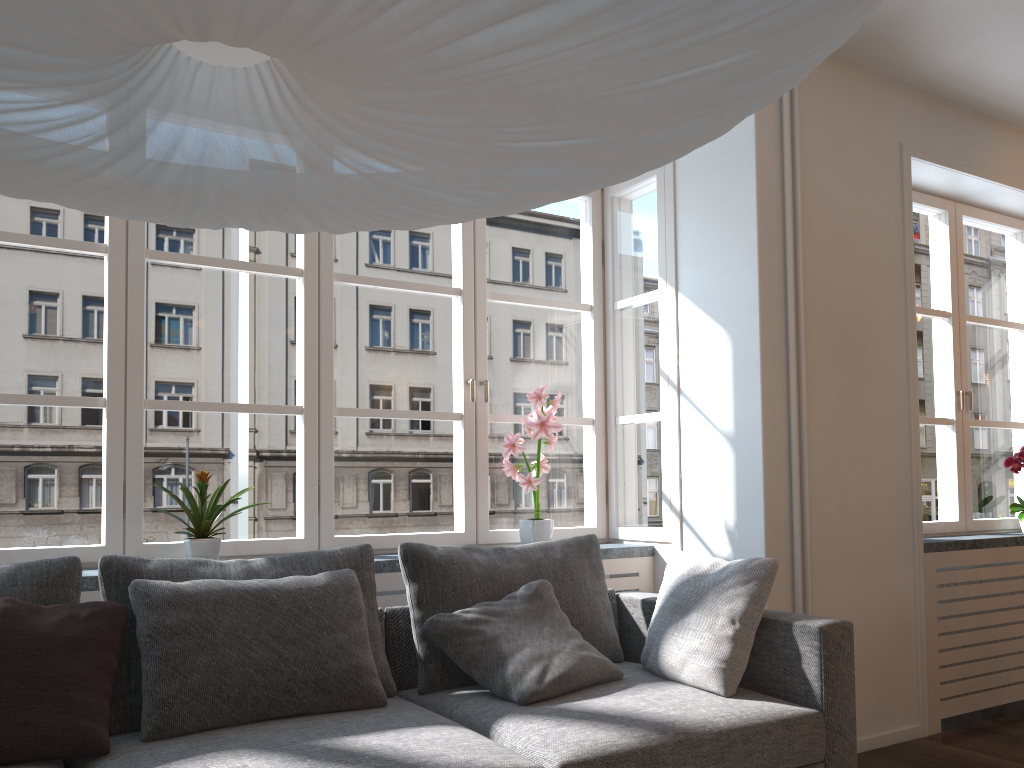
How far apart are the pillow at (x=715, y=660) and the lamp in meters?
1.7 m

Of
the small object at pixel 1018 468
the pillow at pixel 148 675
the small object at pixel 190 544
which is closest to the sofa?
the pillow at pixel 148 675

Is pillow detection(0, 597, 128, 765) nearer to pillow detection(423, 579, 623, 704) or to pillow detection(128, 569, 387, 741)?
pillow detection(128, 569, 387, 741)

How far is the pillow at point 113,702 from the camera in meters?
2.3

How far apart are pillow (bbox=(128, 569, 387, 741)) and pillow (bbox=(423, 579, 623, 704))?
0.22m

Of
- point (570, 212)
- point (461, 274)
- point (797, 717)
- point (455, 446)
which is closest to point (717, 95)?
point (797, 717)

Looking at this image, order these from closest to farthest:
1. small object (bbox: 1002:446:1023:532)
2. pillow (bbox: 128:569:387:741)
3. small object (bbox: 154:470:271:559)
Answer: pillow (bbox: 128:569:387:741)
small object (bbox: 154:470:271:559)
small object (bbox: 1002:446:1023:532)

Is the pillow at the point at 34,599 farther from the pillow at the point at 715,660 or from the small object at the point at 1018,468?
the small object at the point at 1018,468

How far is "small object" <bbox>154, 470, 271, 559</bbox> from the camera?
2.90m

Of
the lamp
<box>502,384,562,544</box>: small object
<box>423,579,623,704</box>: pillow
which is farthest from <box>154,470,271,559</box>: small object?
the lamp
